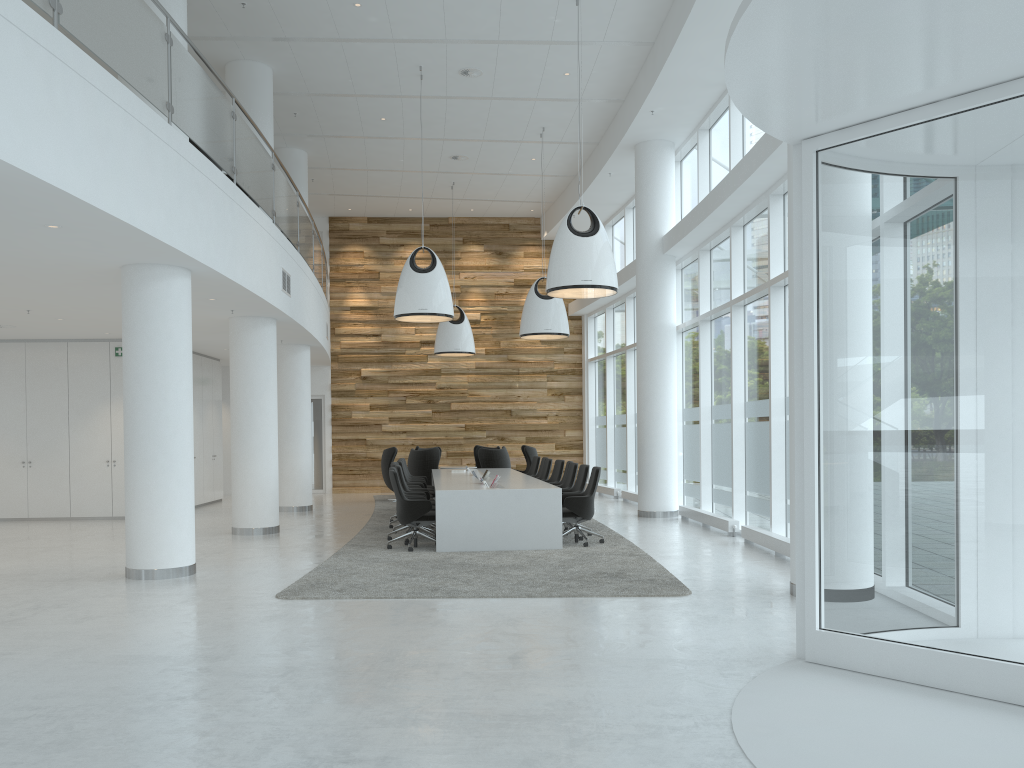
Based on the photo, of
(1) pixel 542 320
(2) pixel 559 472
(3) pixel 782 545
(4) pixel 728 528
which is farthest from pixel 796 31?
(1) pixel 542 320

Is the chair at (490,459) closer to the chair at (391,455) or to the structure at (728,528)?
the chair at (391,455)

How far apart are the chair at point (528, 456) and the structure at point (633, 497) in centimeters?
214cm

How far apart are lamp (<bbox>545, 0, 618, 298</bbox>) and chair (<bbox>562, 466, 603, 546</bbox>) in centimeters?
216cm

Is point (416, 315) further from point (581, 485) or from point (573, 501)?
point (573, 501)

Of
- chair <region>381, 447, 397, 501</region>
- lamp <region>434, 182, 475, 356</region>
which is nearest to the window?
lamp <region>434, 182, 475, 356</region>

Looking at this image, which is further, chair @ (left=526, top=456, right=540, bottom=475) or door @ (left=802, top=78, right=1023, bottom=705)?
chair @ (left=526, top=456, right=540, bottom=475)

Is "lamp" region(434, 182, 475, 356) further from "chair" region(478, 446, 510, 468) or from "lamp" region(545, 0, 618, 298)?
"lamp" region(545, 0, 618, 298)

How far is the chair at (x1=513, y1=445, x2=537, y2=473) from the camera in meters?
18.7

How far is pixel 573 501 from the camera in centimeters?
1078cm
